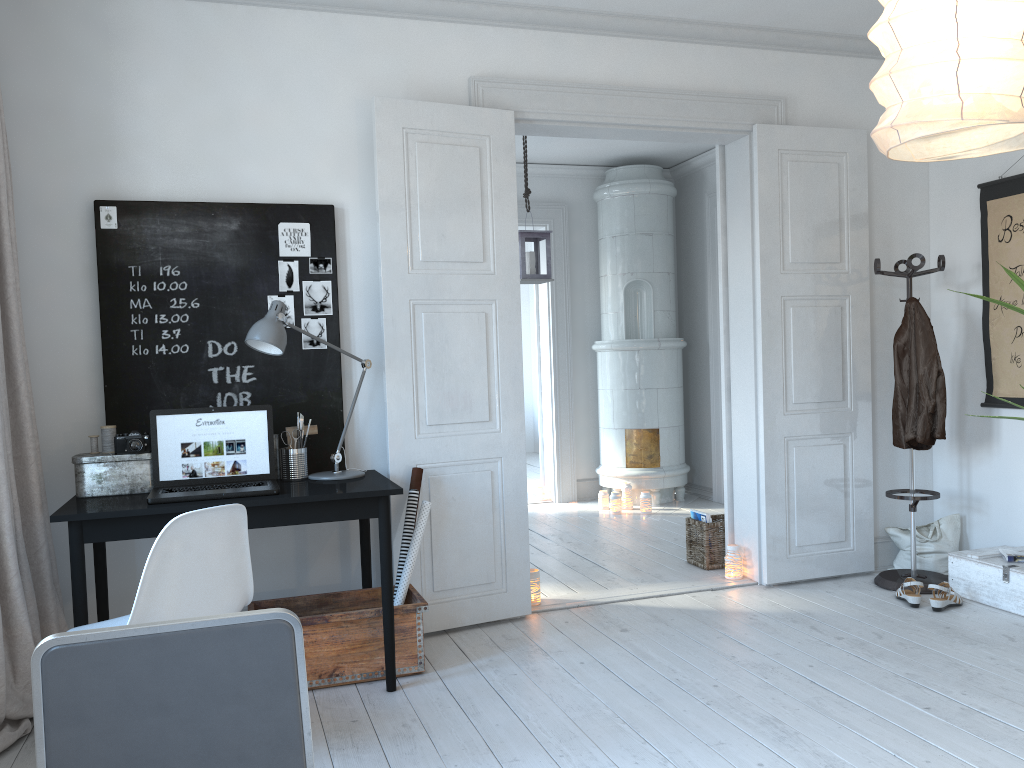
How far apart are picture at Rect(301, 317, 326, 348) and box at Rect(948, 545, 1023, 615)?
3.1 meters

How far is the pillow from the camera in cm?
462

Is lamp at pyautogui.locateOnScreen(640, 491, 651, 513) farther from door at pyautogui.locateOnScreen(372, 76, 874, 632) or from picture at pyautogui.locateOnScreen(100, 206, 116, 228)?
picture at pyautogui.locateOnScreen(100, 206, 116, 228)

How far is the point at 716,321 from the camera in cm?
710

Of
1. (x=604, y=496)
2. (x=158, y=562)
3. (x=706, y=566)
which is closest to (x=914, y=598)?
(x=706, y=566)

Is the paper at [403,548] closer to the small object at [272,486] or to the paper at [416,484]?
the paper at [416,484]

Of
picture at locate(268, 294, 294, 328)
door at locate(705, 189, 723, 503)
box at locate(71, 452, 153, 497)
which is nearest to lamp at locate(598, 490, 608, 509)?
door at locate(705, 189, 723, 503)

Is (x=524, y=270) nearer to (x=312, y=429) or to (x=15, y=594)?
(x=312, y=429)

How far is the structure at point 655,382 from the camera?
7.1m

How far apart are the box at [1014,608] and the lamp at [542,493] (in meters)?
3.72
